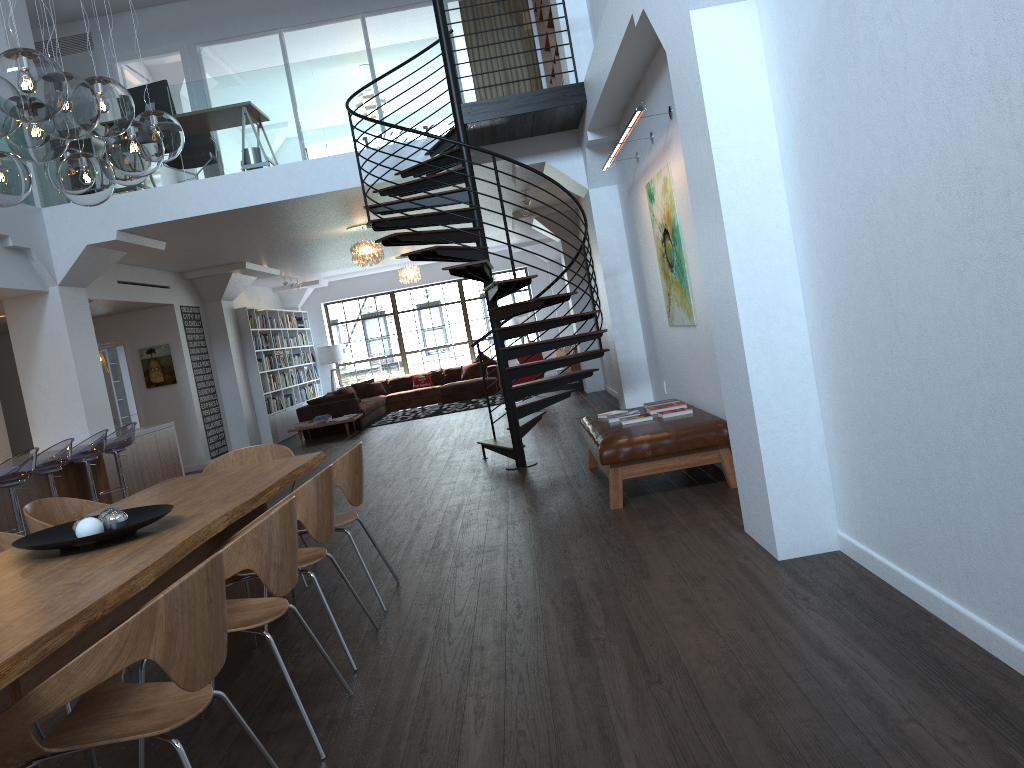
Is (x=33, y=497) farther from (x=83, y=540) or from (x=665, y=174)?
(x=665, y=174)

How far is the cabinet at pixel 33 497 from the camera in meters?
8.4

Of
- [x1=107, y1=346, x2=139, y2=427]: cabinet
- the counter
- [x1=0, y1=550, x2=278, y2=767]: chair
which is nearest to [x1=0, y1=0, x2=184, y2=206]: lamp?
[x1=0, y1=550, x2=278, y2=767]: chair

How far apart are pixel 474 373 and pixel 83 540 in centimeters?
1544cm

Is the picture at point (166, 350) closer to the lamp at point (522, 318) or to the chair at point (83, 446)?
the chair at point (83, 446)

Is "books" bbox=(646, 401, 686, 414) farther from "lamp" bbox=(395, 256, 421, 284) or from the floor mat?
"lamp" bbox=(395, 256, 421, 284)

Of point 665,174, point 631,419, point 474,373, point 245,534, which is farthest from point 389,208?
point 474,373

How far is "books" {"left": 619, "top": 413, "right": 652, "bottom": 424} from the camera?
6.39m

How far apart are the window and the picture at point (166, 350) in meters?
7.2

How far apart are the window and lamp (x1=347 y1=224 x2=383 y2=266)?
7.9m
